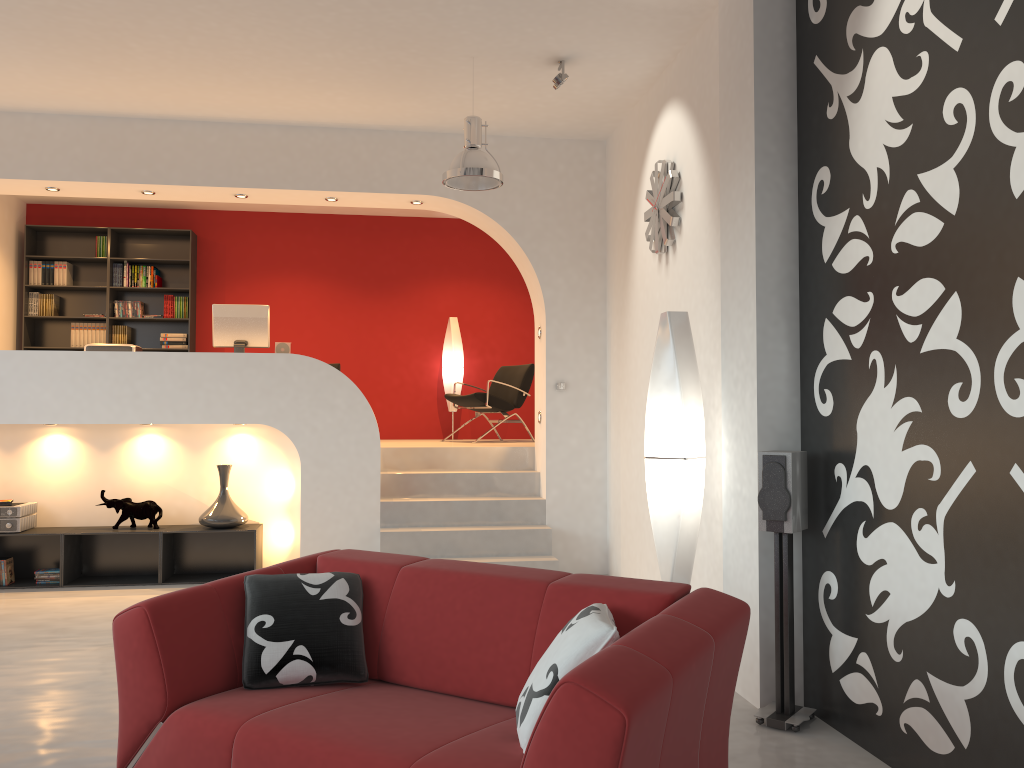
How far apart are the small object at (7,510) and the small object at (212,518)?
1.28m

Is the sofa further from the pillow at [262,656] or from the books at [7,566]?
the books at [7,566]

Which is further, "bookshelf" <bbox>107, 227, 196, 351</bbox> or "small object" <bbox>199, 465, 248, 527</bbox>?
"bookshelf" <bbox>107, 227, 196, 351</bbox>

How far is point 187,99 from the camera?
6.3m

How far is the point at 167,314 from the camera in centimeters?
933cm

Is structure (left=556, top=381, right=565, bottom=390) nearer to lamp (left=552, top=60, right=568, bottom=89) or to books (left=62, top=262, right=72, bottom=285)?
lamp (left=552, top=60, right=568, bottom=89)

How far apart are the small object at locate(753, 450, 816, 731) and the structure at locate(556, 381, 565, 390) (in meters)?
3.49

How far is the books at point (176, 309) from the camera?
9.4m

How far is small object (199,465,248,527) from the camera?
6.7m

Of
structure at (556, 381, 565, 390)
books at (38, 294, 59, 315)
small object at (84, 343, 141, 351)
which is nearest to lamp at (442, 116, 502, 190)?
structure at (556, 381, 565, 390)
